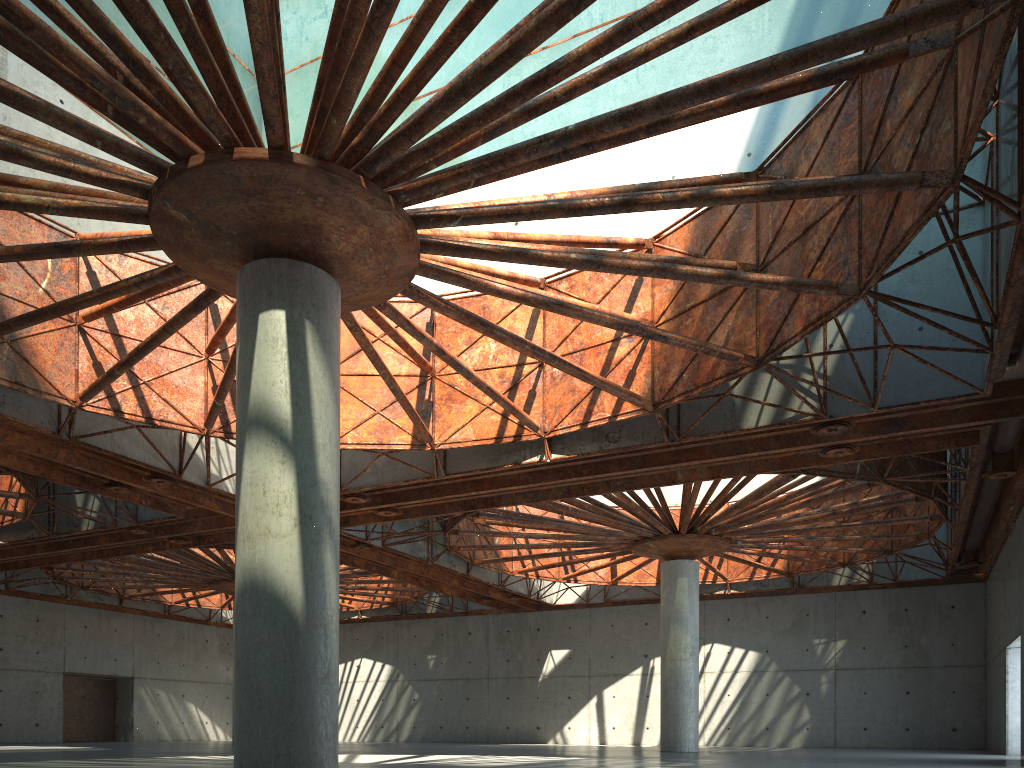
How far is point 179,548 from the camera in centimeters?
4147cm
